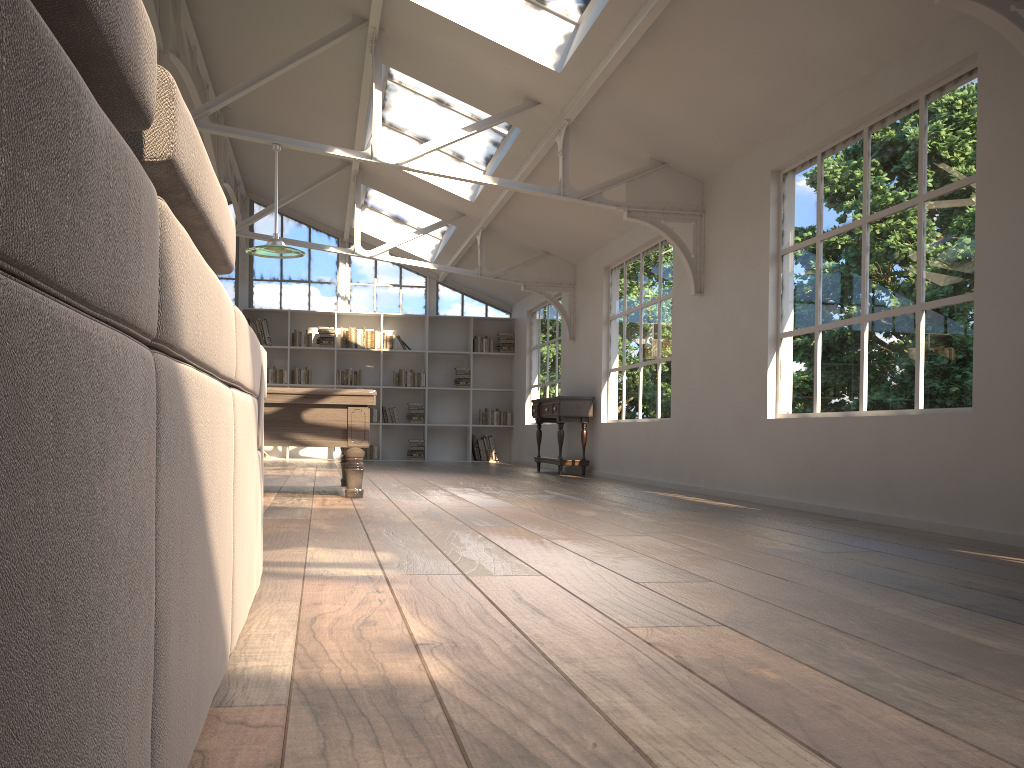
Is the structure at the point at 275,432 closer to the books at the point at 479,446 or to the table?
the table

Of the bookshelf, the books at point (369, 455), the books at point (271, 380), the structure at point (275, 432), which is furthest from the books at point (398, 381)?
the structure at point (275, 432)

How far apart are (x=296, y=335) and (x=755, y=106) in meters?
9.2 m

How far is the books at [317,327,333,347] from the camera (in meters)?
13.71

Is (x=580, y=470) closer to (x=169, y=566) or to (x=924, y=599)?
(x=924, y=599)

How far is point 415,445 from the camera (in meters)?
13.92

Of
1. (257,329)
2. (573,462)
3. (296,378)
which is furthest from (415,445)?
(573,462)

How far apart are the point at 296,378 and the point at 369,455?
1.6 meters

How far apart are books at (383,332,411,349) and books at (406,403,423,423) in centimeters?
98cm

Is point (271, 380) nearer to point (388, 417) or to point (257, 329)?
point (257, 329)
